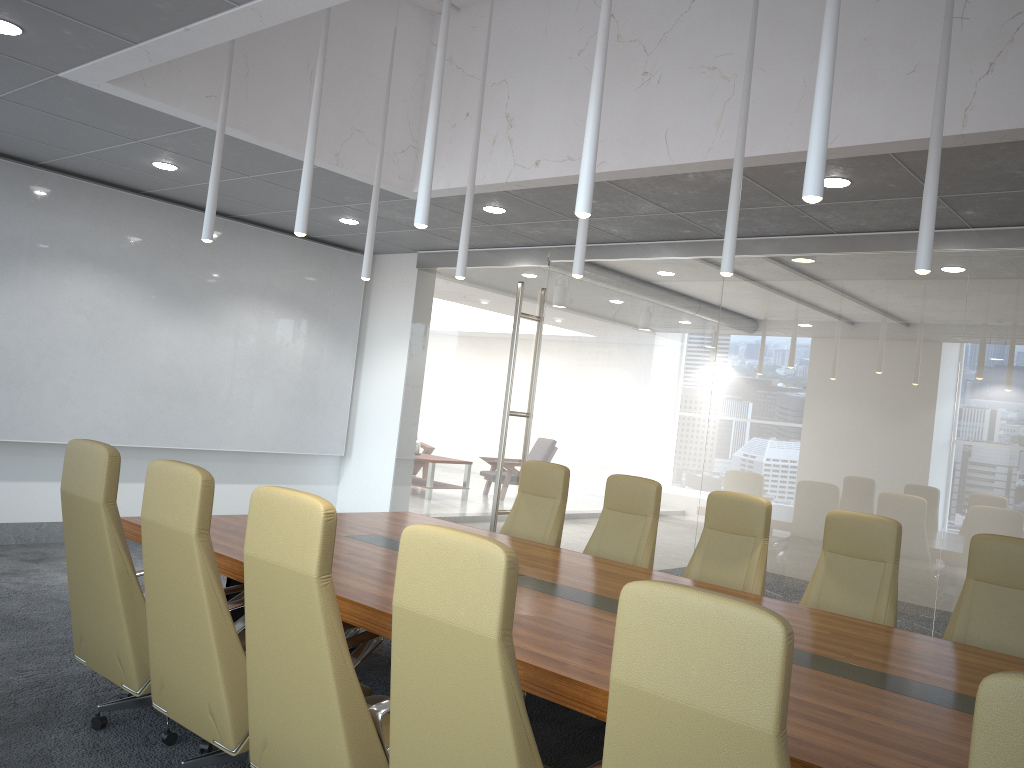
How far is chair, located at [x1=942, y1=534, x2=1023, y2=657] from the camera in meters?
4.6 m

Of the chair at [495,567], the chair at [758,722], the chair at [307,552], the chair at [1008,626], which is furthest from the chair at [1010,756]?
the chair at [1008,626]

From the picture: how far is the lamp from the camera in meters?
3.1 m

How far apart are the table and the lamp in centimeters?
173cm

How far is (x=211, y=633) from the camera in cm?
350

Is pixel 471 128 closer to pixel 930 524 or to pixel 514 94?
pixel 514 94

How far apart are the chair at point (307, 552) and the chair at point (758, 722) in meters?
1.1 m

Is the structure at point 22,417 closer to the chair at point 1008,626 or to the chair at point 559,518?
the chair at point 559,518

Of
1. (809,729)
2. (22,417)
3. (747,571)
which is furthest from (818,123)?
(22,417)

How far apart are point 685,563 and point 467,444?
2.90m
